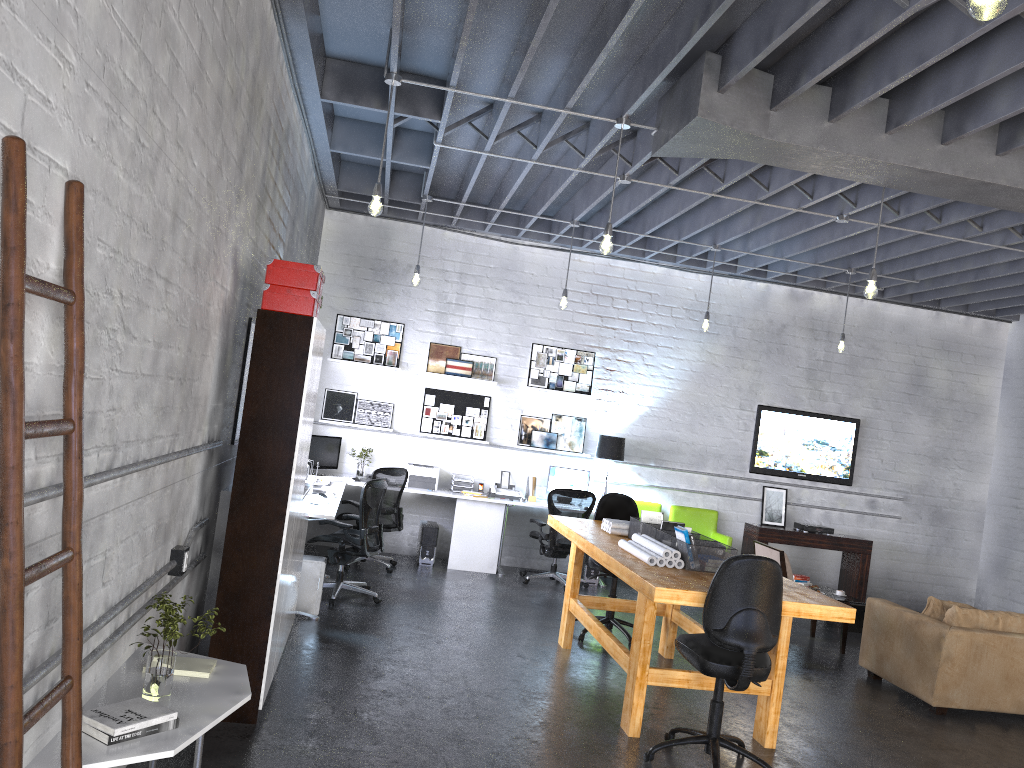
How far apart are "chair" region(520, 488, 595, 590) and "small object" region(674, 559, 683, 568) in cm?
377

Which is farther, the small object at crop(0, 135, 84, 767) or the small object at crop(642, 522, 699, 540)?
the small object at crop(642, 522, 699, 540)

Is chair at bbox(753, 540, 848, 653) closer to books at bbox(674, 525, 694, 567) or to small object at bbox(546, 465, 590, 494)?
small object at bbox(546, 465, 590, 494)

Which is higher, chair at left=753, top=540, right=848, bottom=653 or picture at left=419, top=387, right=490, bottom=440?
picture at left=419, top=387, right=490, bottom=440

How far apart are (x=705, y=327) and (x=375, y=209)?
4.5 meters

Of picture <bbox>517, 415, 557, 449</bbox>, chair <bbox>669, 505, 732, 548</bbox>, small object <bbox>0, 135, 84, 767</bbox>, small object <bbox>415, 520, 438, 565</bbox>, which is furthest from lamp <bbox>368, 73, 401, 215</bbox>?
chair <bbox>669, 505, 732, 548</bbox>

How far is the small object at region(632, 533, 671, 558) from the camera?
5.23m

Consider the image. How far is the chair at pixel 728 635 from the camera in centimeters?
437cm

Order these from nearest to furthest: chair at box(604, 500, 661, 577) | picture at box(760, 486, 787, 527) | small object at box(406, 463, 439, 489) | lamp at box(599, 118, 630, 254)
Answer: lamp at box(599, 118, 630, 254), small object at box(406, 463, 439, 489), chair at box(604, 500, 661, 577), picture at box(760, 486, 787, 527)

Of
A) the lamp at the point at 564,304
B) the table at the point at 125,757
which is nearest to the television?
Result: the lamp at the point at 564,304
